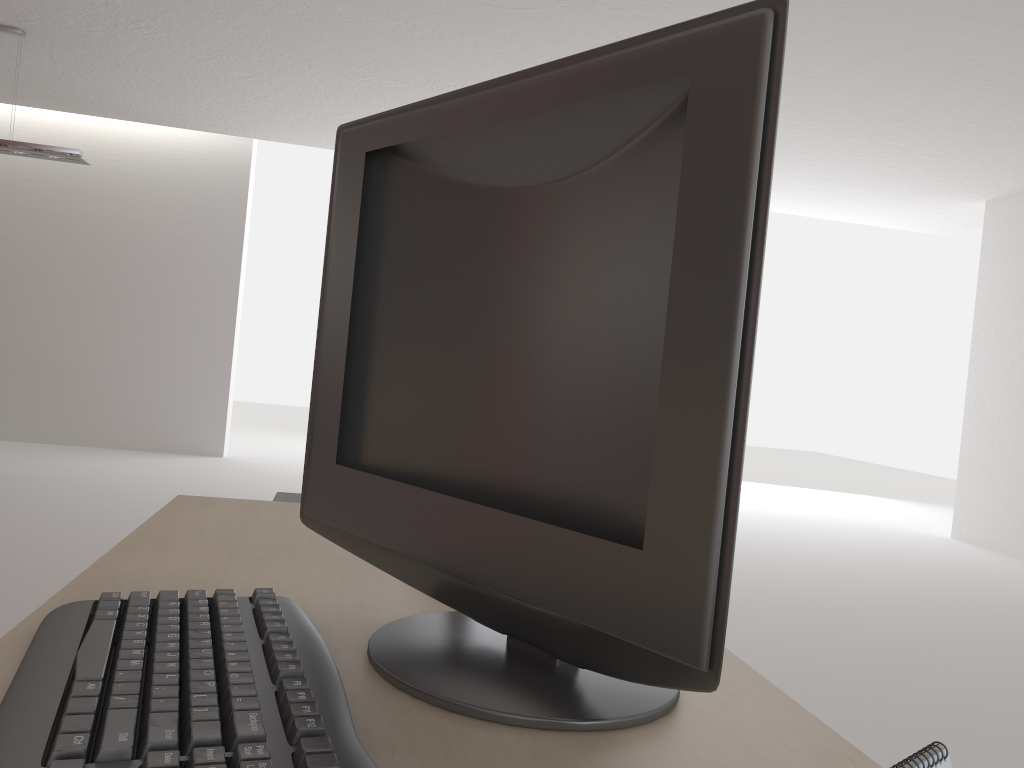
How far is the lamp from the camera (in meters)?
8.77

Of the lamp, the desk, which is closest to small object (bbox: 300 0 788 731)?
the desk

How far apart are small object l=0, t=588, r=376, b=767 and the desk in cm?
2

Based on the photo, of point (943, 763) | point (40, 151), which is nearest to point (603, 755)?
point (943, 763)

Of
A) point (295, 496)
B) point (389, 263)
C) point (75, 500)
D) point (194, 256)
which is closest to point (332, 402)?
point (389, 263)

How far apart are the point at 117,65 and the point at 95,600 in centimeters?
1002cm

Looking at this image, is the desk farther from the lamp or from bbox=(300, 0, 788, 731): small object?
the lamp

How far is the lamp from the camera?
8.8 meters

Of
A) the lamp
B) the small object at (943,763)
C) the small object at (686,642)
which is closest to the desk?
the small object at (686,642)

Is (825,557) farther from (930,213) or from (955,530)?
(930,213)
